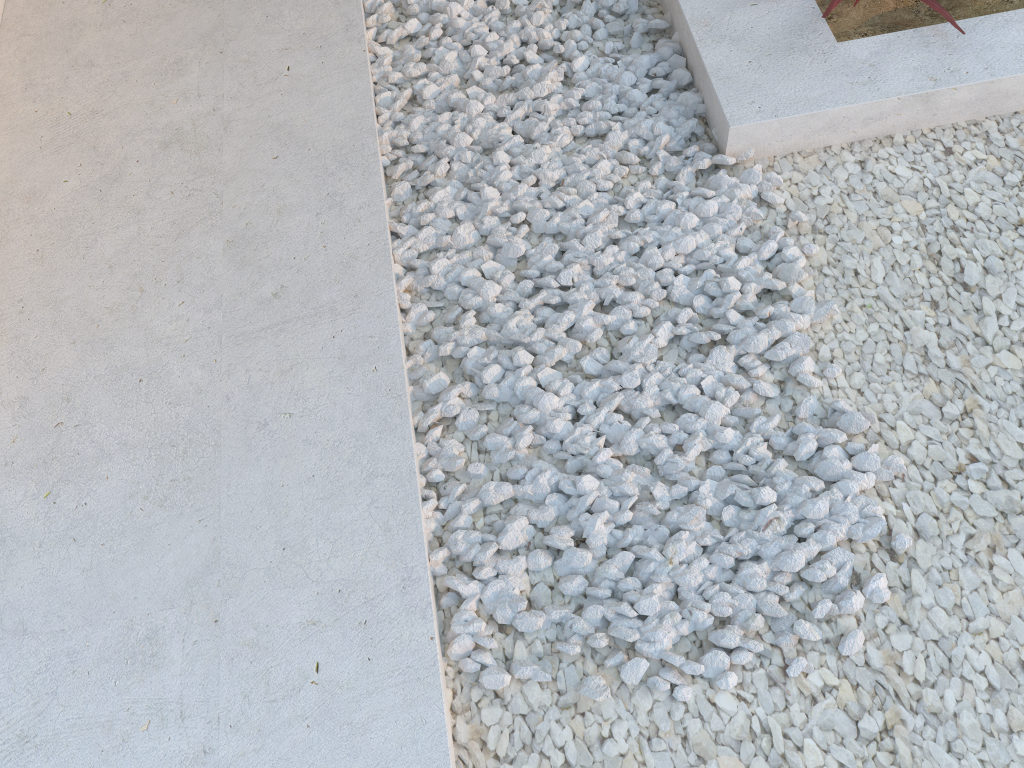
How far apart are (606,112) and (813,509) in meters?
1.2

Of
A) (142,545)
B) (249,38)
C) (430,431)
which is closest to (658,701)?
(430,431)

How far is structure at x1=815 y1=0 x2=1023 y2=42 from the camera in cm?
228

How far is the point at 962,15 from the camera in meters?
2.3

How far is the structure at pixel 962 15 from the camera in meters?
2.3
